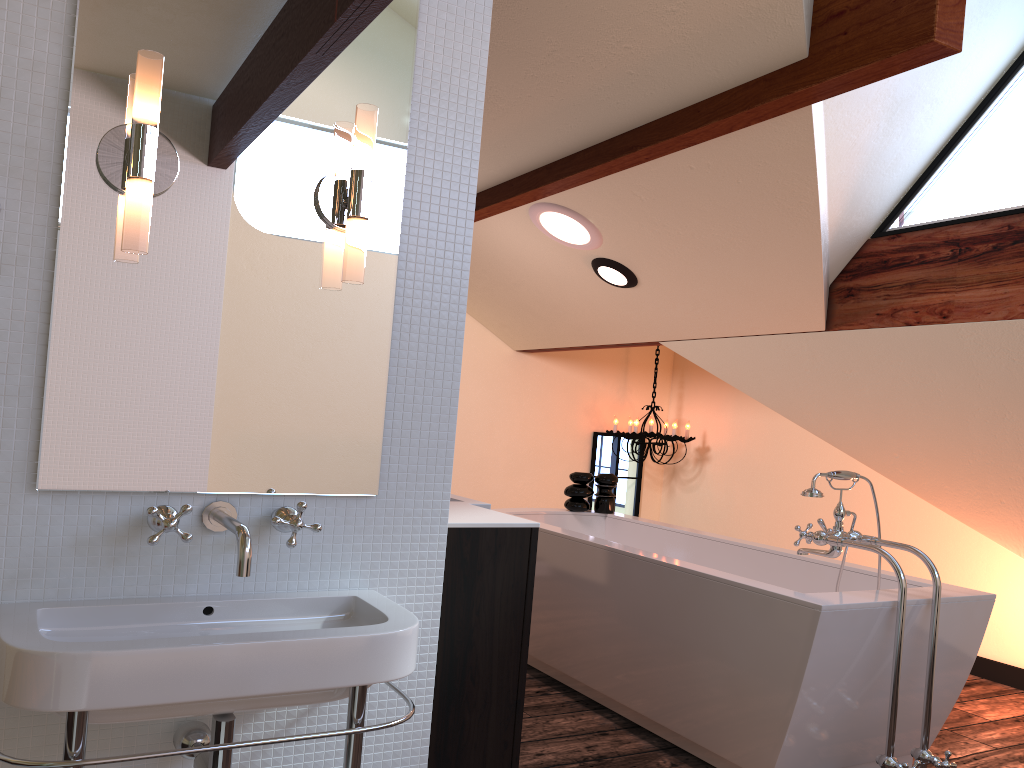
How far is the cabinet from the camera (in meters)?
2.15

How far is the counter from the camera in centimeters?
218cm

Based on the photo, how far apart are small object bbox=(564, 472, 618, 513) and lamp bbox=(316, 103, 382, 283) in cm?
290

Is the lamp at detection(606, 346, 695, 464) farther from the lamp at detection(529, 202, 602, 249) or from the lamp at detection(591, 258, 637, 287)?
the lamp at detection(529, 202, 602, 249)

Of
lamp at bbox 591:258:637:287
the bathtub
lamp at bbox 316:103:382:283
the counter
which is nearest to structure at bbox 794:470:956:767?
the bathtub

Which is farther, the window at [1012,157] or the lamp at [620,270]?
the lamp at [620,270]

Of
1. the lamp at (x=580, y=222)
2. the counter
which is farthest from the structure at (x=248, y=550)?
the lamp at (x=580, y=222)

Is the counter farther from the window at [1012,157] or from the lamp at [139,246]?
the window at [1012,157]

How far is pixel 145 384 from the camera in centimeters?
155cm

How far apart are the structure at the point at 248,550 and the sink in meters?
0.1 m
